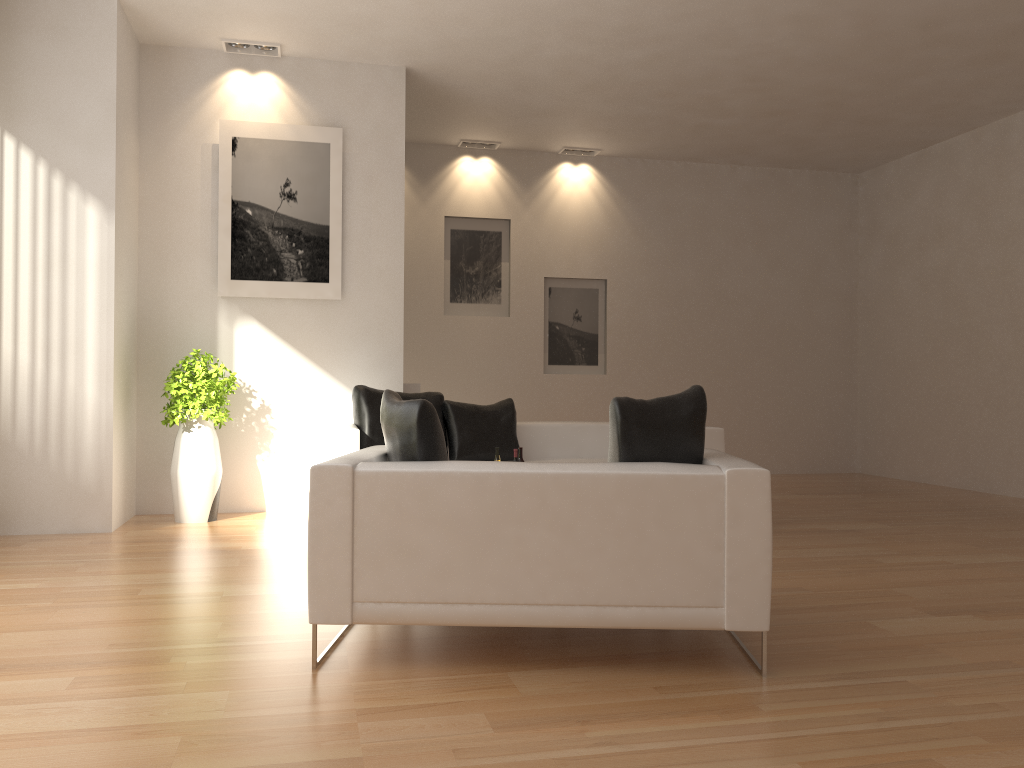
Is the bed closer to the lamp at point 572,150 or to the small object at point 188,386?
the small object at point 188,386

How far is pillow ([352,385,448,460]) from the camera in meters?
6.7

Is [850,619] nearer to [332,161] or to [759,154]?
[332,161]

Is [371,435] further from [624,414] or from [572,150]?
[572,150]

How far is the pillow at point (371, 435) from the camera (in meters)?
6.65

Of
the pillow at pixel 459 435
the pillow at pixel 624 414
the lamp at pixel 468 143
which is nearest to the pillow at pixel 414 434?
the pillow at pixel 624 414

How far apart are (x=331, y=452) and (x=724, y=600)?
3.6 meters

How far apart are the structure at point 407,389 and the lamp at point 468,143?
3.36m

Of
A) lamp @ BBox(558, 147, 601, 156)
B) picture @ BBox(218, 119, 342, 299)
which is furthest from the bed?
lamp @ BBox(558, 147, 601, 156)

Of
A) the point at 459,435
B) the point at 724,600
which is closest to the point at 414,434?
the point at 724,600
